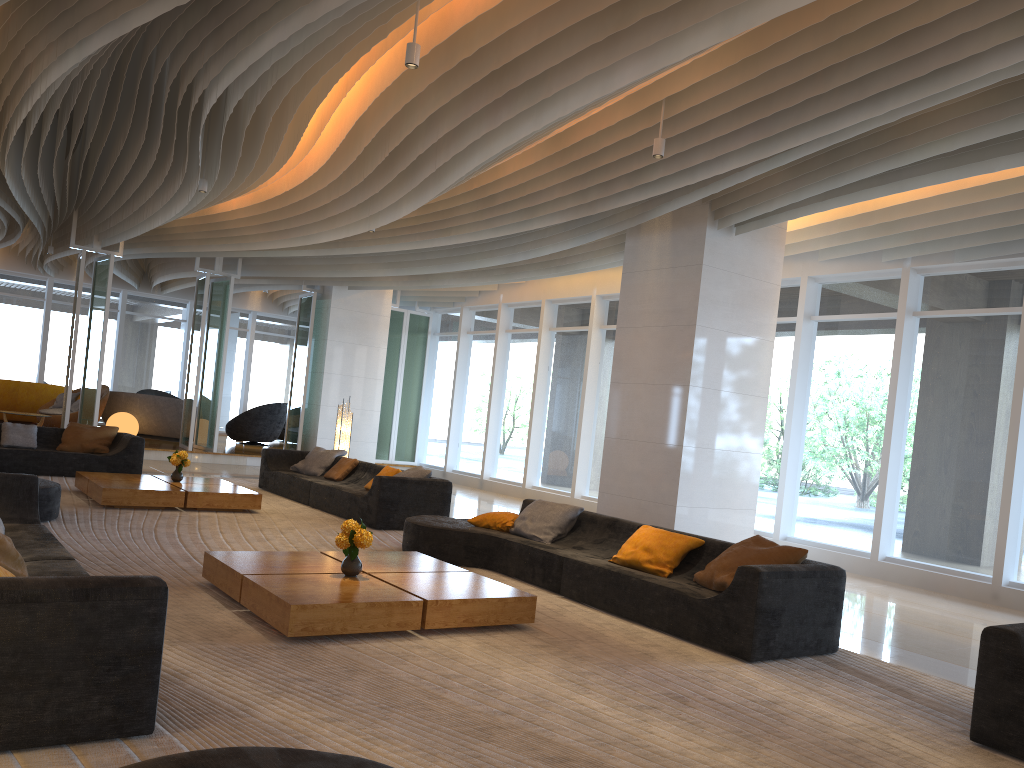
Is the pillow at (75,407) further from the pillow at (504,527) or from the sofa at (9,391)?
the pillow at (504,527)

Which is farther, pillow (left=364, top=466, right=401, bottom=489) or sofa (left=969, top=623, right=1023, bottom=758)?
pillow (left=364, top=466, right=401, bottom=489)

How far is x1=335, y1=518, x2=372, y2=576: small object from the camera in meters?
5.5

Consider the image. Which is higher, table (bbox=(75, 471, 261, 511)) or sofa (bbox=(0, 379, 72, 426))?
sofa (bbox=(0, 379, 72, 426))

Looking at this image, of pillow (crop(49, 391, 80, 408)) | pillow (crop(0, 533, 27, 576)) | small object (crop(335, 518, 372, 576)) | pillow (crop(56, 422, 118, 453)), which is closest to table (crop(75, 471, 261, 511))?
pillow (crop(56, 422, 118, 453))

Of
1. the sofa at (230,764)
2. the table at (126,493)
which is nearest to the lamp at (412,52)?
the sofa at (230,764)

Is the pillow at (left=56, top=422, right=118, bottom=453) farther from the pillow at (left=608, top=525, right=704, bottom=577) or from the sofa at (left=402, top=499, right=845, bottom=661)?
the pillow at (left=608, top=525, right=704, bottom=577)

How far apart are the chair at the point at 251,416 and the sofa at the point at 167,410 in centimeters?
136cm

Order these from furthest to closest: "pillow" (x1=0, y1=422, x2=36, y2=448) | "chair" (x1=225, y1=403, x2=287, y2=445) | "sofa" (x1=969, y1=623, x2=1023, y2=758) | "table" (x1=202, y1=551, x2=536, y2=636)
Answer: "chair" (x1=225, y1=403, x2=287, y2=445)
"pillow" (x1=0, y1=422, x2=36, y2=448)
"table" (x1=202, y1=551, x2=536, y2=636)
"sofa" (x1=969, y1=623, x2=1023, y2=758)

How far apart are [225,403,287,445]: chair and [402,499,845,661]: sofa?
12.36m
